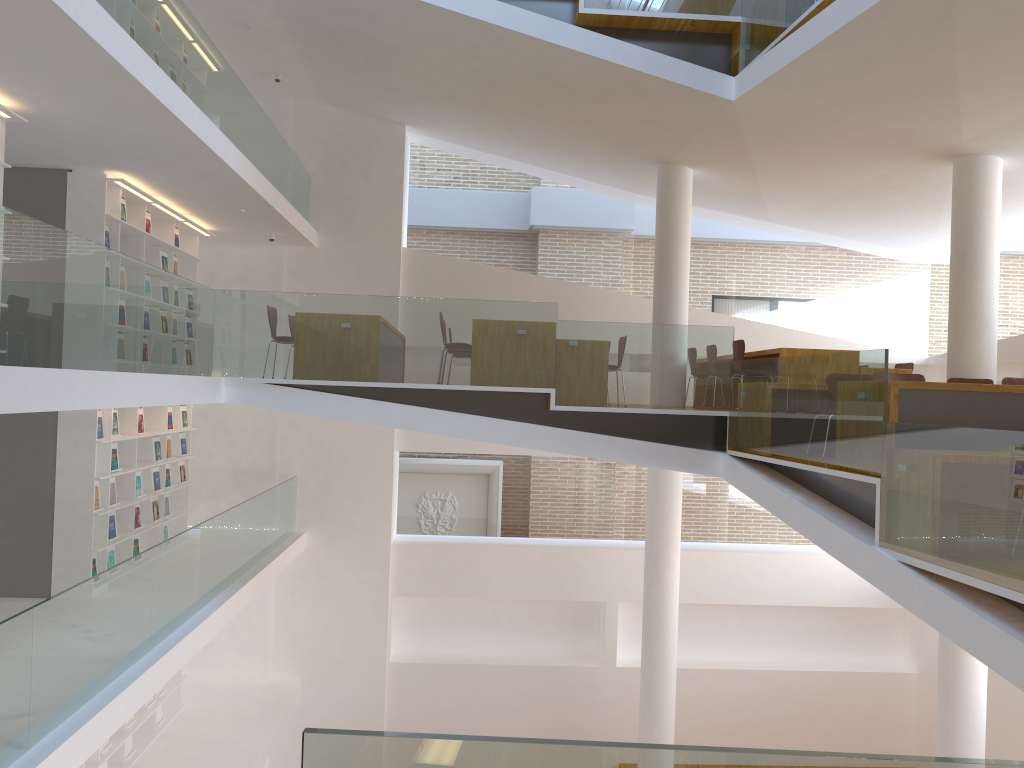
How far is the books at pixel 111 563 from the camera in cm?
860

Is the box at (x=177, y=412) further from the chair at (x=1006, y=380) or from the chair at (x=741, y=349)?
the chair at (x=1006, y=380)

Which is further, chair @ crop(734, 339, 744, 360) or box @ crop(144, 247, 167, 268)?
box @ crop(144, 247, 167, 268)

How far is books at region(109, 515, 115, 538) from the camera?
8.6 meters

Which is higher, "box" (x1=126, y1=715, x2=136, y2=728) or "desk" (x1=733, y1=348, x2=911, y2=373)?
"desk" (x1=733, y1=348, x2=911, y2=373)

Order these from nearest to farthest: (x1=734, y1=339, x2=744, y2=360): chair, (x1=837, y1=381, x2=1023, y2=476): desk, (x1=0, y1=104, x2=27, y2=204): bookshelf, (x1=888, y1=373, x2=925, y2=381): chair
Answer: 1. (x1=837, y1=381, x2=1023, y2=476): desk
2. (x1=0, y1=104, x2=27, y2=204): bookshelf
3. (x1=888, y1=373, x2=925, y2=381): chair
4. (x1=734, y1=339, x2=744, y2=360): chair

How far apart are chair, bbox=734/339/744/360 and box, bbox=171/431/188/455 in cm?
654

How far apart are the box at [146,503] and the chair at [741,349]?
6.44m

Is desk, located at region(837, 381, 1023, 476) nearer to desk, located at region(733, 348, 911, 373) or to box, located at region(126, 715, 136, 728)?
desk, located at region(733, 348, 911, 373)

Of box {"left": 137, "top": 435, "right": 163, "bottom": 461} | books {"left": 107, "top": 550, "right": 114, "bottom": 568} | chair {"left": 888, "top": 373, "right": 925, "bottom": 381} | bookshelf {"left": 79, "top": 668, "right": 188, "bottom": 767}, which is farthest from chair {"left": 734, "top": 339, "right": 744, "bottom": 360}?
bookshelf {"left": 79, "top": 668, "right": 188, "bottom": 767}
